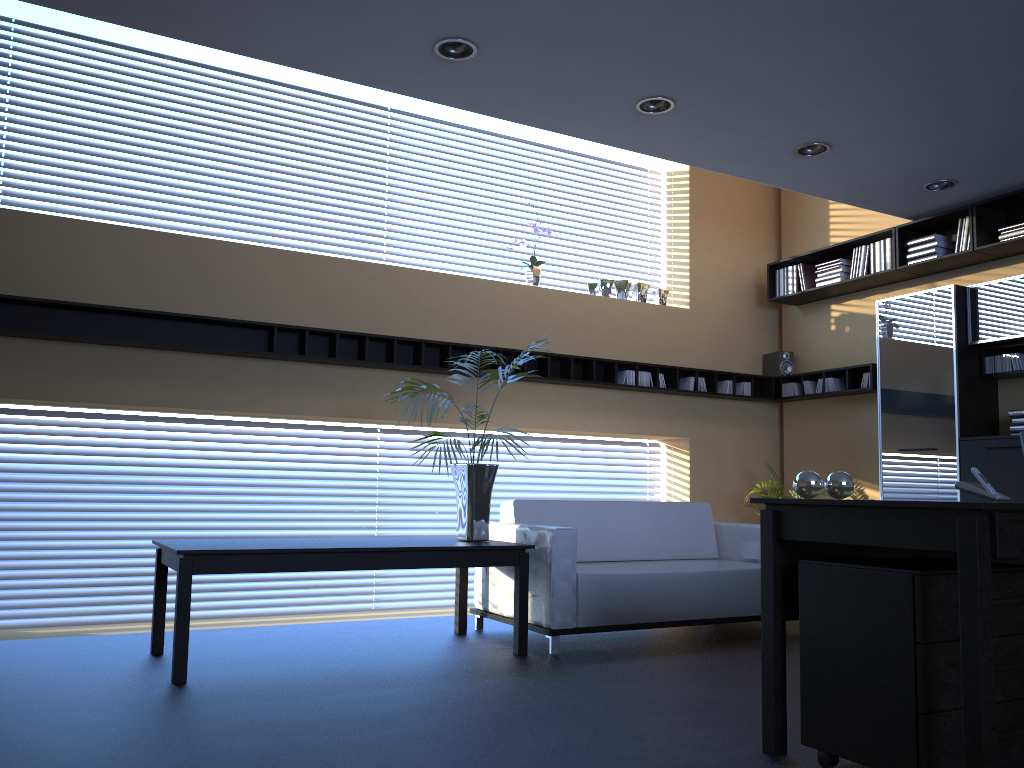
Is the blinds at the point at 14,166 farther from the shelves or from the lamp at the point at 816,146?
the lamp at the point at 816,146

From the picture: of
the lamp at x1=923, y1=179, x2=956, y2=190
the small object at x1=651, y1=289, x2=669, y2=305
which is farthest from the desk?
the small object at x1=651, y1=289, x2=669, y2=305

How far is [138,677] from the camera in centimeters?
412cm

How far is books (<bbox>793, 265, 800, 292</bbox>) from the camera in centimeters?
772cm

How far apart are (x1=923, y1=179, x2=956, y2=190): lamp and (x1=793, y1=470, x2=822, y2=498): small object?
3.7m

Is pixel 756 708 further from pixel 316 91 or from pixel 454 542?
pixel 316 91

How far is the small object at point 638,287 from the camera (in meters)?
7.63

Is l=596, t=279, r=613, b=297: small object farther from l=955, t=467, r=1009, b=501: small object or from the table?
l=955, t=467, r=1009, b=501: small object

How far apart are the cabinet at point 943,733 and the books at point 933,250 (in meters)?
4.13

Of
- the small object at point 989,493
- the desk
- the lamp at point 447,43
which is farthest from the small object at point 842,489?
the lamp at point 447,43
